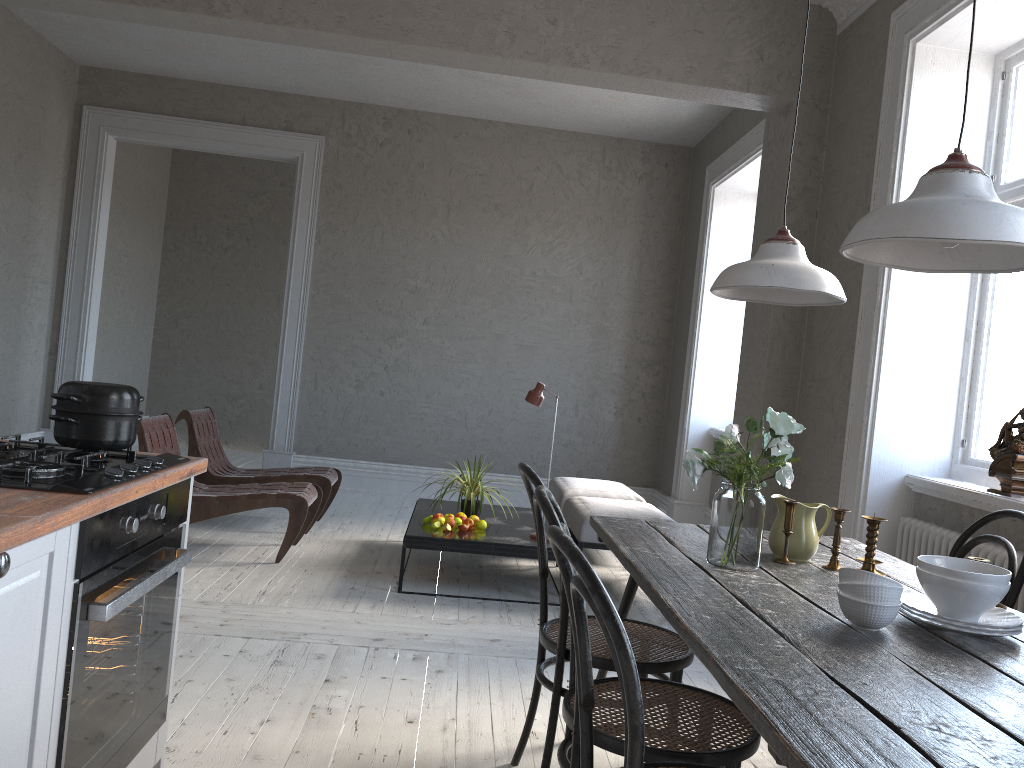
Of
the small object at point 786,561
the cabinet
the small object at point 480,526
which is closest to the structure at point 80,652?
the cabinet

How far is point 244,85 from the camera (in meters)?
7.43

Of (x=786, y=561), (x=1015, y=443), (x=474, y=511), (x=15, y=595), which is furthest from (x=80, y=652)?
(x=474, y=511)

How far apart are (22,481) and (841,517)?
1.9 meters

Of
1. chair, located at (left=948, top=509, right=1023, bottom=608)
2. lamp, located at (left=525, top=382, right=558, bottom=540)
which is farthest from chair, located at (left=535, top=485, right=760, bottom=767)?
lamp, located at (left=525, top=382, right=558, bottom=540)

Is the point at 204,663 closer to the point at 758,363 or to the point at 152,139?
the point at 758,363

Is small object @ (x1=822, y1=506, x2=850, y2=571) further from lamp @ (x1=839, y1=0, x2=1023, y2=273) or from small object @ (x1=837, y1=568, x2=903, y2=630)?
lamp @ (x1=839, y1=0, x2=1023, y2=273)

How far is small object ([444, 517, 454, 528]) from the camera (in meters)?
4.75

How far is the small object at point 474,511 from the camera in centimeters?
496cm

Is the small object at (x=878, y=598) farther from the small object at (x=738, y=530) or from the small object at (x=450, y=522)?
the small object at (x=450, y=522)
